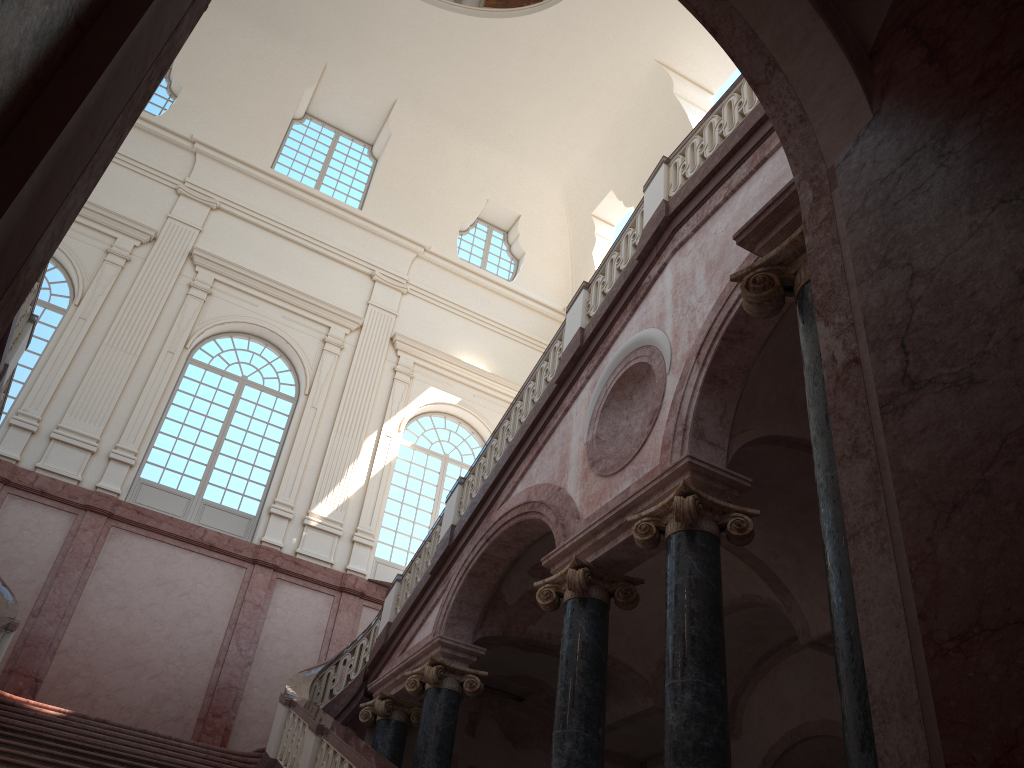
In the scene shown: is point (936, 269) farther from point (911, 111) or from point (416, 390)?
point (416, 390)

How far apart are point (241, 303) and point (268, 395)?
1.9m

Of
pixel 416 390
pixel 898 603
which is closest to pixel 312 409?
pixel 416 390
